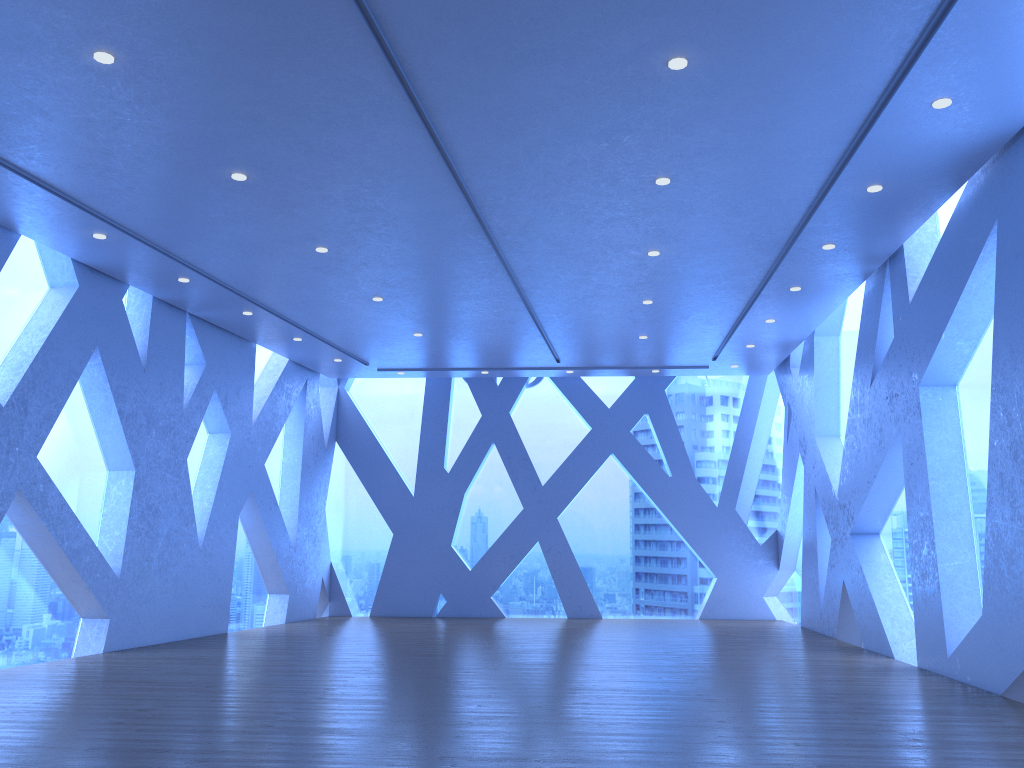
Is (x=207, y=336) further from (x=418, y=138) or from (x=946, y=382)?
(x=946, y=382)
